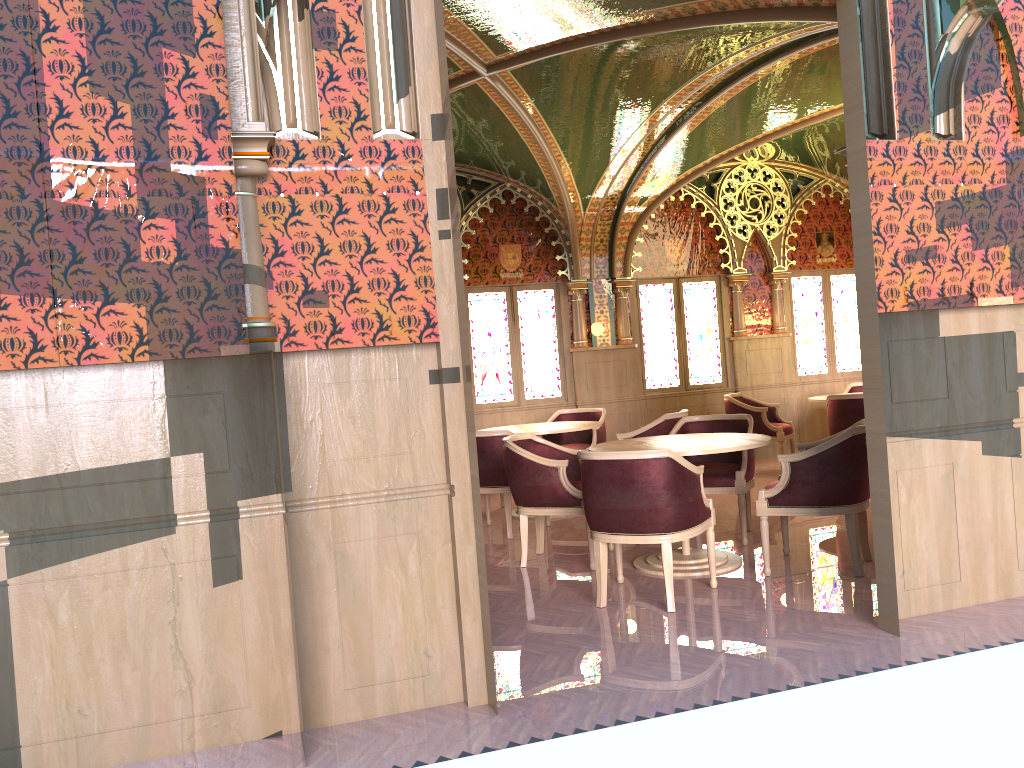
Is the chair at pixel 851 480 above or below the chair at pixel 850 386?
below

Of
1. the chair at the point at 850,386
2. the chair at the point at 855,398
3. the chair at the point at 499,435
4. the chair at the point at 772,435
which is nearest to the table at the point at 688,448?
the chair at the point at 499,435

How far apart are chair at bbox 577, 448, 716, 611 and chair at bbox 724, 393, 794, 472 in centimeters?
444cm

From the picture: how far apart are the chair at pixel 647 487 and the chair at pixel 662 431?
2.1 meters

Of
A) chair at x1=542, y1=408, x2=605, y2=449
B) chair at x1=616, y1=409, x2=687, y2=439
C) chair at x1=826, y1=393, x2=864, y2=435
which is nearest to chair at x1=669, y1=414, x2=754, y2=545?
chair at x1=616, y1=409, x2=687, y2=439

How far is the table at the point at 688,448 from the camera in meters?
5.2

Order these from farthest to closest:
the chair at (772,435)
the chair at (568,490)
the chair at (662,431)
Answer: Result: the chair at (772,435) < the chair at (662,431) < the chair at (568,490)

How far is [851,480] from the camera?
5.0m

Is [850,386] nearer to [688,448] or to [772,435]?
[772,435]

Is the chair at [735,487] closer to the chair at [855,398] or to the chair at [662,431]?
the chair at [662,431]
